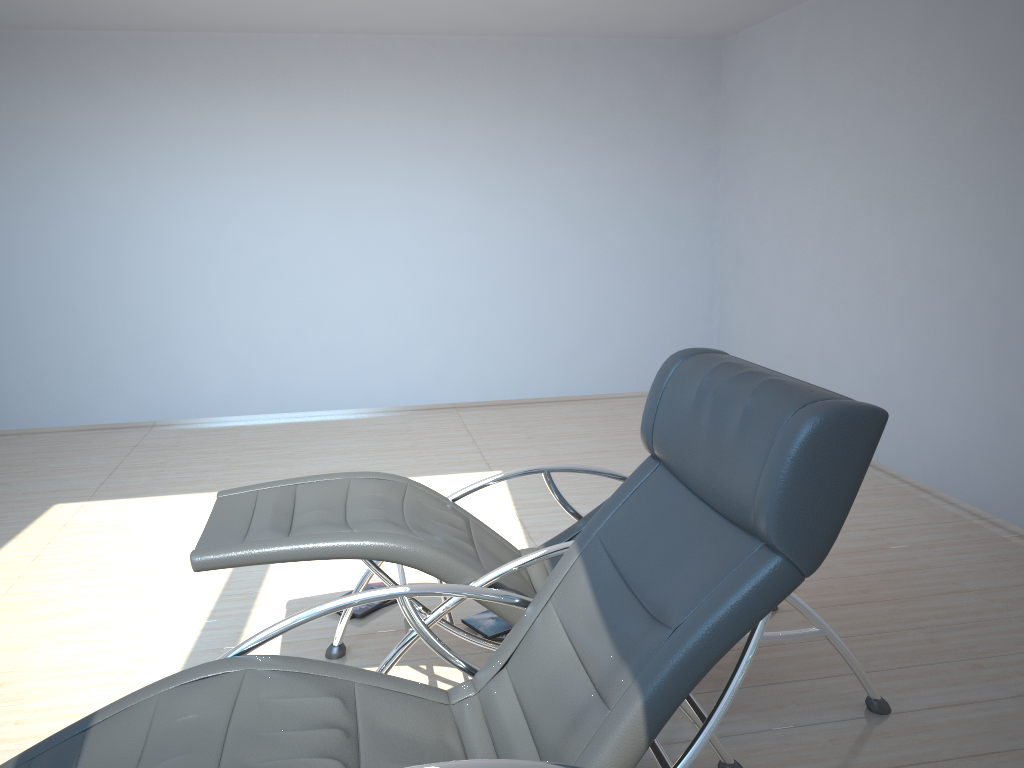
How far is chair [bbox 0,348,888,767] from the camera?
1.6m

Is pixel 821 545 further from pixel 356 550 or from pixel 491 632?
pixel 491 632

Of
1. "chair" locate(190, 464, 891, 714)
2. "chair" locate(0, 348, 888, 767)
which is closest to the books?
"chair" locate(190, 464, 891, 714)

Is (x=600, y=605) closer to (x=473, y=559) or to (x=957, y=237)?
(x=473, y=559)

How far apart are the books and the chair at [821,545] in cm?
104

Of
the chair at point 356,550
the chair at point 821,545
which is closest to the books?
the chair at point 356,550

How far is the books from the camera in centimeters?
337cm

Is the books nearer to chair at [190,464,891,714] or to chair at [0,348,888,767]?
chair at [190,464,891,714]

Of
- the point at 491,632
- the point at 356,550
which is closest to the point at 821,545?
the point at 356,550

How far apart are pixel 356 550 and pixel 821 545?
1.3m
